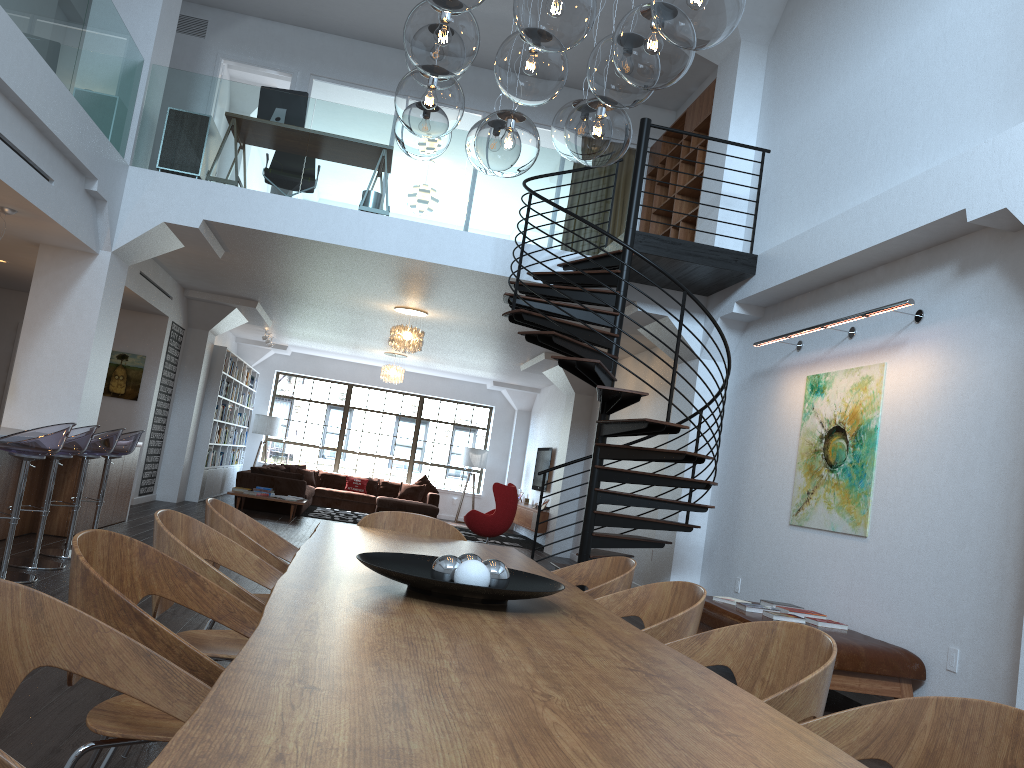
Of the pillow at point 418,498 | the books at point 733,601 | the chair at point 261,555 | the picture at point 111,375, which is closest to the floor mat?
the pillow at point 418,498

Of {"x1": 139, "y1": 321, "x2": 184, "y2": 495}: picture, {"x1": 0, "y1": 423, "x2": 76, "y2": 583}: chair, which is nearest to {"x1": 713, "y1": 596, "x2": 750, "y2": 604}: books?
{"x1": 0, "y1": 423, "x2": 76, "y2": 583}: chair

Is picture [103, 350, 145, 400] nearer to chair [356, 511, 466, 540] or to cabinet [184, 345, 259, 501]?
cabinet [184, 345, 259, 501]

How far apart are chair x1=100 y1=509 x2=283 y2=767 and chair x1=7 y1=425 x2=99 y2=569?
3.7 meters

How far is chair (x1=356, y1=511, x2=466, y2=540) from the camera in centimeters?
457cm

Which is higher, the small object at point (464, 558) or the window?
the window

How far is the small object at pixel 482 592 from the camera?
2.24m

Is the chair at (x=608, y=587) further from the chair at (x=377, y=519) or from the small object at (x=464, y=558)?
the small object at (x=464, y=558)

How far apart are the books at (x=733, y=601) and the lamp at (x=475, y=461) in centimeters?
1239cm

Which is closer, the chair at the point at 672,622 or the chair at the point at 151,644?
the chair at the point at 151,644
